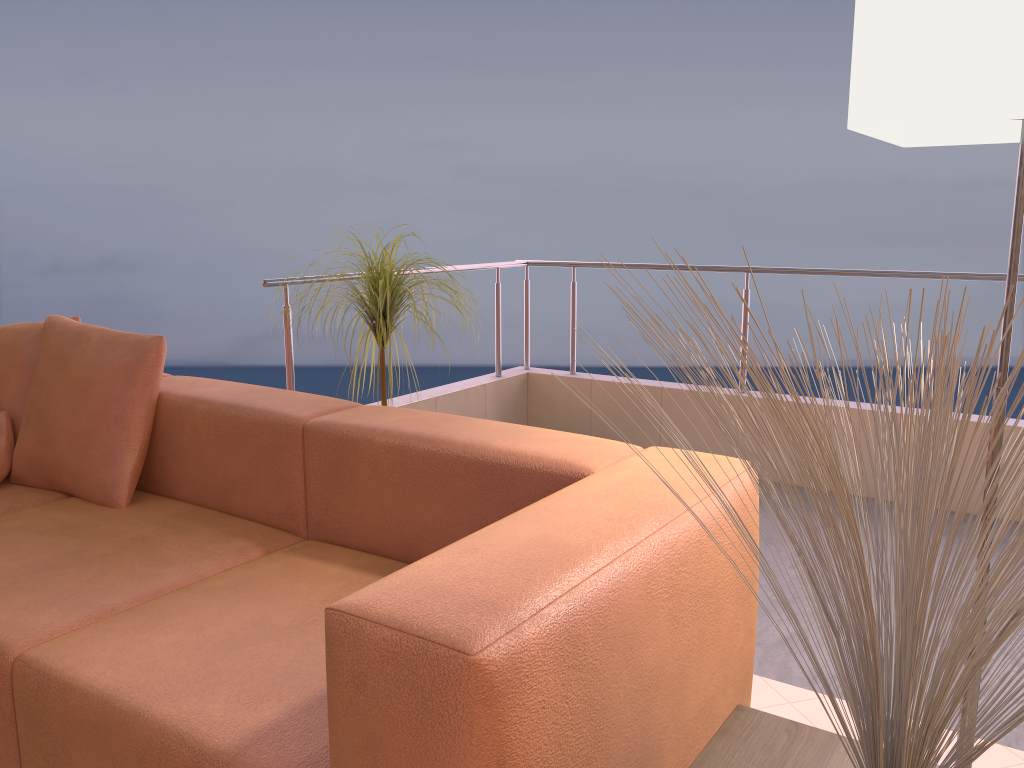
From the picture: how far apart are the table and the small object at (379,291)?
1.6 meters

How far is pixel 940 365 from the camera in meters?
0.7 m

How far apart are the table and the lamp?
0.6 meters

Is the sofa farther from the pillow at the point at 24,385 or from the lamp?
the lamp

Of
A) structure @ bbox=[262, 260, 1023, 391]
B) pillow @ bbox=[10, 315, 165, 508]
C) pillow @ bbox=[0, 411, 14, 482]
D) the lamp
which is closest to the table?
the lamp

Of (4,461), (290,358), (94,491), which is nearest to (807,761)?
(94,491)

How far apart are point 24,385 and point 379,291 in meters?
1.0 m

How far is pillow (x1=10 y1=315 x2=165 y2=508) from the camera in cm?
224

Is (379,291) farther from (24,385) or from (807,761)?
(807,761)

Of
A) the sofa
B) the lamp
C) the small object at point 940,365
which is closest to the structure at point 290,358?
the sofa
